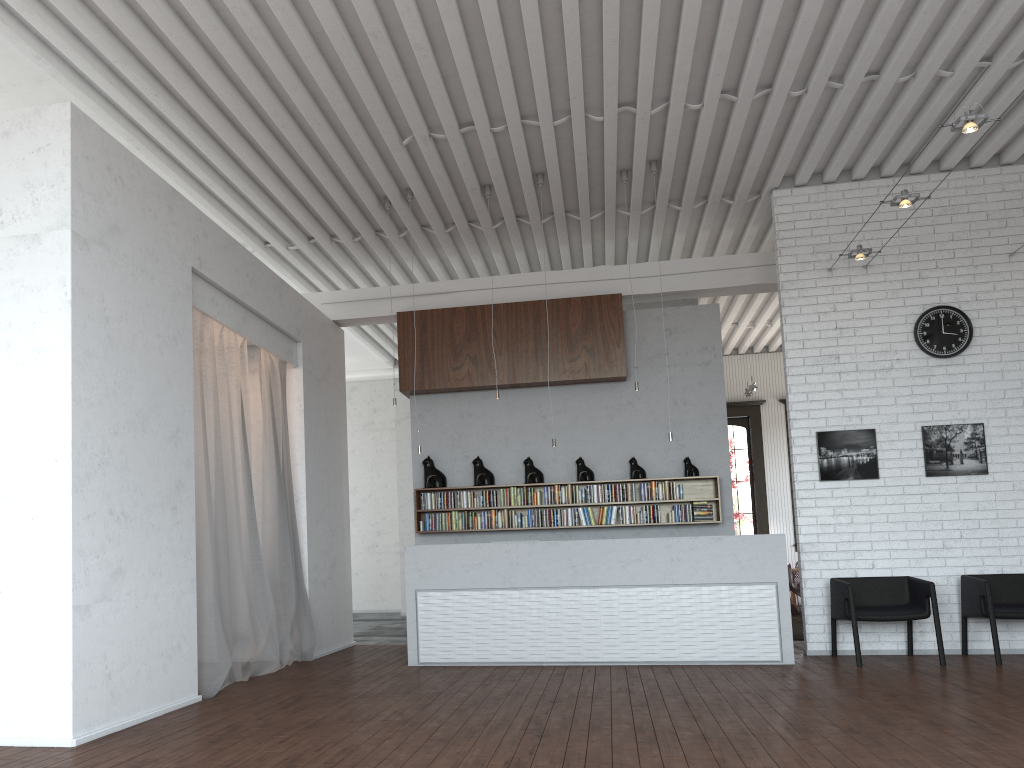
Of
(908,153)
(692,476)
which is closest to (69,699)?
(692,476)

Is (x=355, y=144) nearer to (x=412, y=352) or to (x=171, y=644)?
(x=412, y=352)
